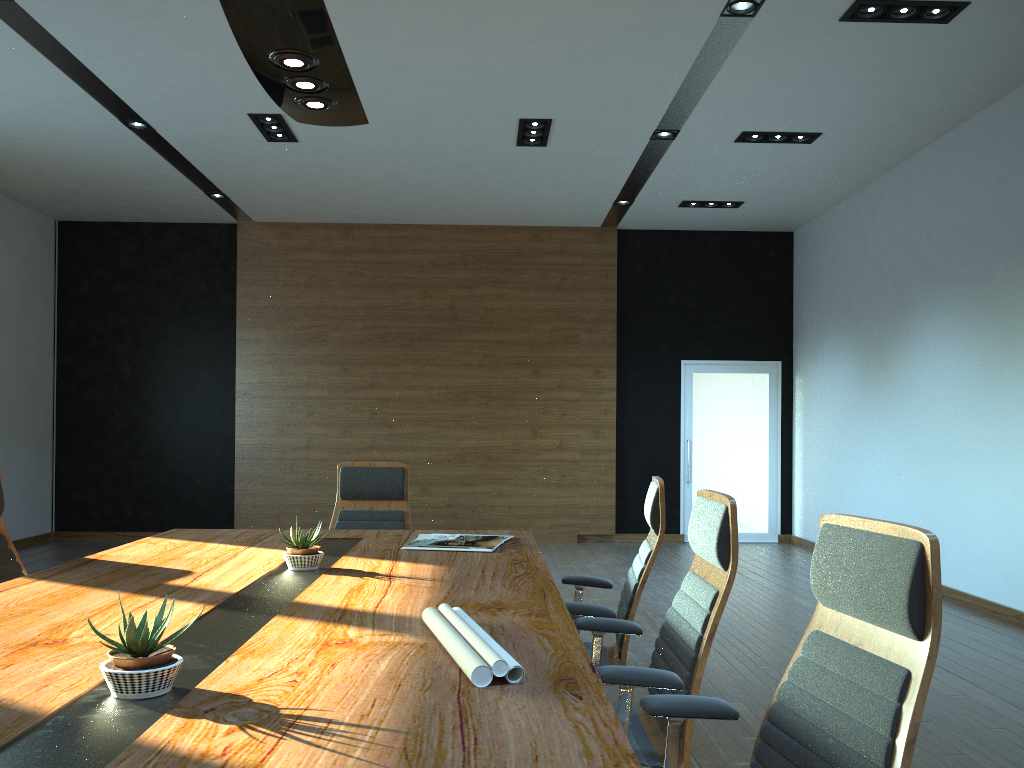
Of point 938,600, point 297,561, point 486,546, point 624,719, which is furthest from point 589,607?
point 938,600

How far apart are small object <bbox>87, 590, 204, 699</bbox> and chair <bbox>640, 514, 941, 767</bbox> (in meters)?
1.01

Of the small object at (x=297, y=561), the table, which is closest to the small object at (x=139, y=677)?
the table

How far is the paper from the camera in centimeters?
171cm

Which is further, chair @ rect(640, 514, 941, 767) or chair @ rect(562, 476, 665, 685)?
chair @ rect(562, 476, 665, 685)

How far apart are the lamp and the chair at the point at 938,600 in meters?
2.1

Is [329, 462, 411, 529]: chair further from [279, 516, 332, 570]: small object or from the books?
[279, 516, 332, 570]: small object

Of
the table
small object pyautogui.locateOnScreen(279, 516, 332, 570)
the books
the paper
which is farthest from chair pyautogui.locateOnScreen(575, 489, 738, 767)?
small object pyautogui.locateOnScreen(279, 516, 332, 570)

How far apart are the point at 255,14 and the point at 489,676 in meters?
2.1

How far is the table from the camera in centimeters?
138cm
